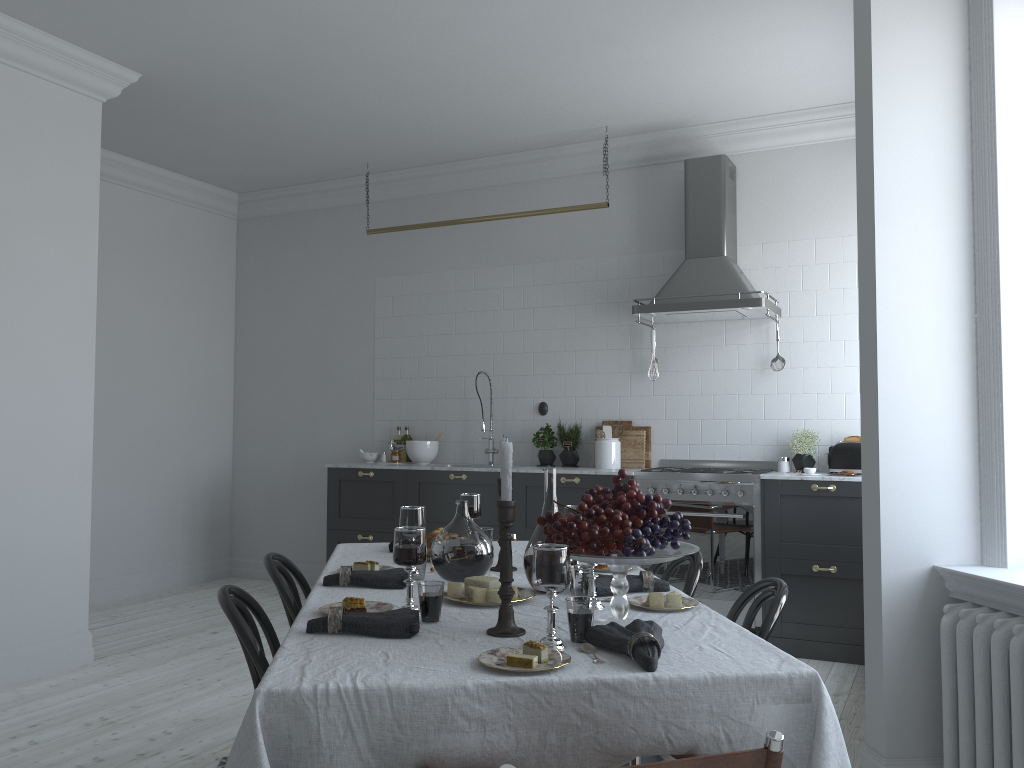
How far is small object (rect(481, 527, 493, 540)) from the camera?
3.2m

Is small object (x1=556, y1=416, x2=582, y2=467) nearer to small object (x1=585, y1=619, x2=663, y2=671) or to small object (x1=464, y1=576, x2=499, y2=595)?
small object (x1=464, y1=576, x2=499, y2=595)

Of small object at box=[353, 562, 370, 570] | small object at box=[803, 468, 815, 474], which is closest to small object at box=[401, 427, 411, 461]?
small object at box=[803, 468, 815, 474]

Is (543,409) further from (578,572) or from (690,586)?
(578,572)

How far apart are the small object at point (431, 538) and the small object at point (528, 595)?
0.7 meters

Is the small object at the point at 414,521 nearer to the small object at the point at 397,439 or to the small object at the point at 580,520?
the small object at the point at 580,520

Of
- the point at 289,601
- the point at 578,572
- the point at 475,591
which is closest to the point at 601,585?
the point at 578,572

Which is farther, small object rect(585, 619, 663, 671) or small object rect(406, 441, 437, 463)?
small object rect(406, 441, 437, 463)

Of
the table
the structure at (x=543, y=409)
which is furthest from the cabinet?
the table

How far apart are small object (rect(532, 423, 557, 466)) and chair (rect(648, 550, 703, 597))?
3.2m
